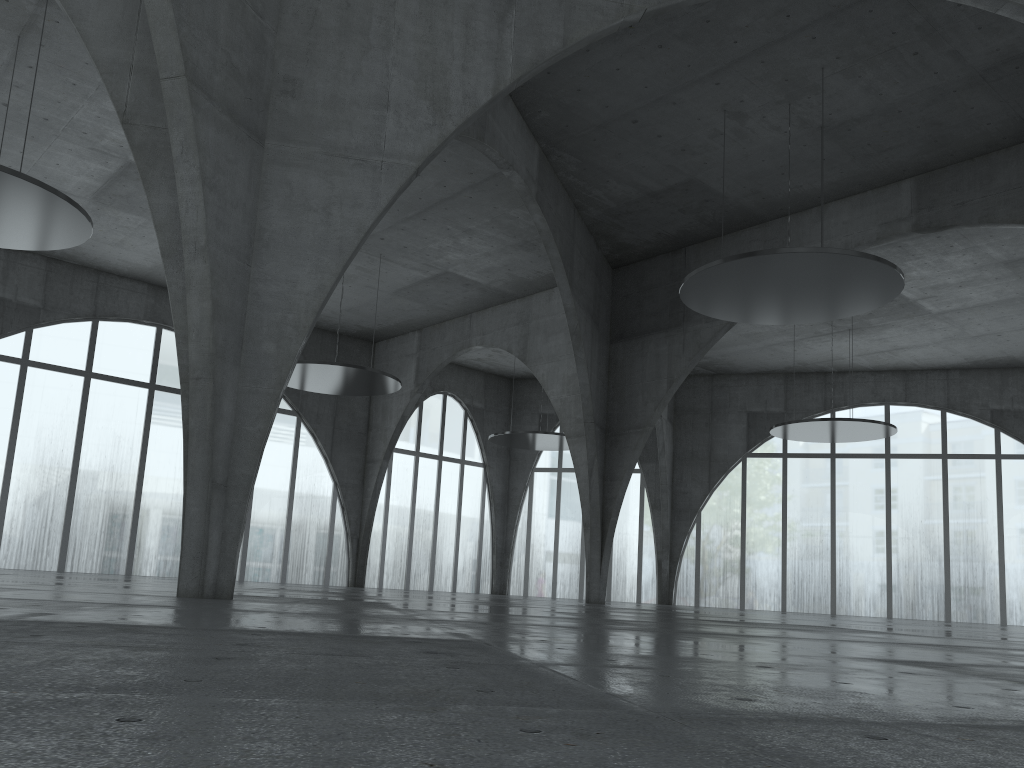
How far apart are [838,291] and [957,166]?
14.14m
